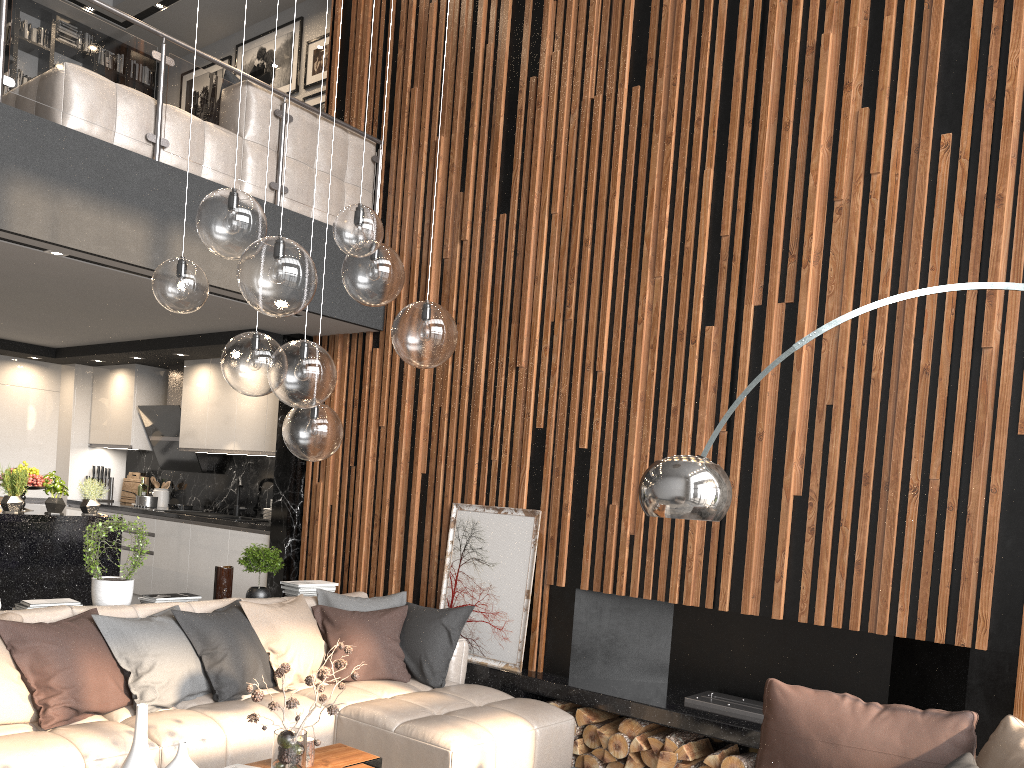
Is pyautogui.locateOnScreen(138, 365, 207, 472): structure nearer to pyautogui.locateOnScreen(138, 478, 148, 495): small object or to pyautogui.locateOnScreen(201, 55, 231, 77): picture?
pyautogui.locateOnScreen(138, 478, 148, 495): small object

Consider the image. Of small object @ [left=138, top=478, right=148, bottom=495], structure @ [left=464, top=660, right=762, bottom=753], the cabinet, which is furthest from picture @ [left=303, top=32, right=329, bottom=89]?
structure @ [left=464, top=660, right=762, bottom=753]

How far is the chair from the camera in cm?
289

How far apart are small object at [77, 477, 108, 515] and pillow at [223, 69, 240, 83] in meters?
3.1

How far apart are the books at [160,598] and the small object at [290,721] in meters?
1.8 m

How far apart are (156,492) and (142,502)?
0.4m

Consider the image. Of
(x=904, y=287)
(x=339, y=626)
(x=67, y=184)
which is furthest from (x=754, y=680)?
(x=67, y=184)

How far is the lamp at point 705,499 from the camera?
2.9 meters

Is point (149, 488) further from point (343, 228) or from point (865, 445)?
point (865, 445)

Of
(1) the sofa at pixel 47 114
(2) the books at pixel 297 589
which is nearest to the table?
(2) the books at pixel 297 589
